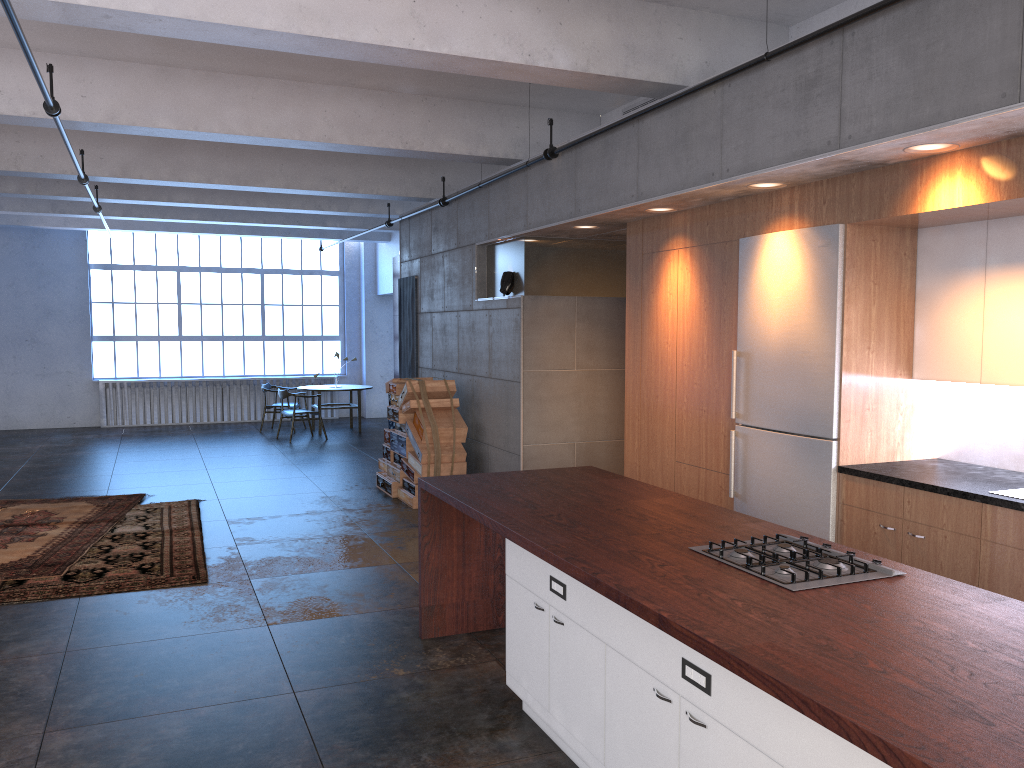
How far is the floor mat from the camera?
6.96m

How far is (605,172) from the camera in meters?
6.6 m

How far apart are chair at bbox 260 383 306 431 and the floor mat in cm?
621

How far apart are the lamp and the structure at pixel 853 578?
5.4 meters

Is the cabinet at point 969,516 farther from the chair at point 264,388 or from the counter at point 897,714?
the chair at point 264,388

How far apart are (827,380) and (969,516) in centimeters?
113cm

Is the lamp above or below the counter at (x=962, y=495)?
above

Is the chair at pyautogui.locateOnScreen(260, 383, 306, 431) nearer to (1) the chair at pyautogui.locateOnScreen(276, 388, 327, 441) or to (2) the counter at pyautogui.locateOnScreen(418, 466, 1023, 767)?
(1) the chair at pyautogui.locateOnScreen(276, 388, 327, 441)

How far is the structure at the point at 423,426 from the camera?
8.9 meters

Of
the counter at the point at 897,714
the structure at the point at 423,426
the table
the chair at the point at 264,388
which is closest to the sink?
the counter at the point at 897,714
